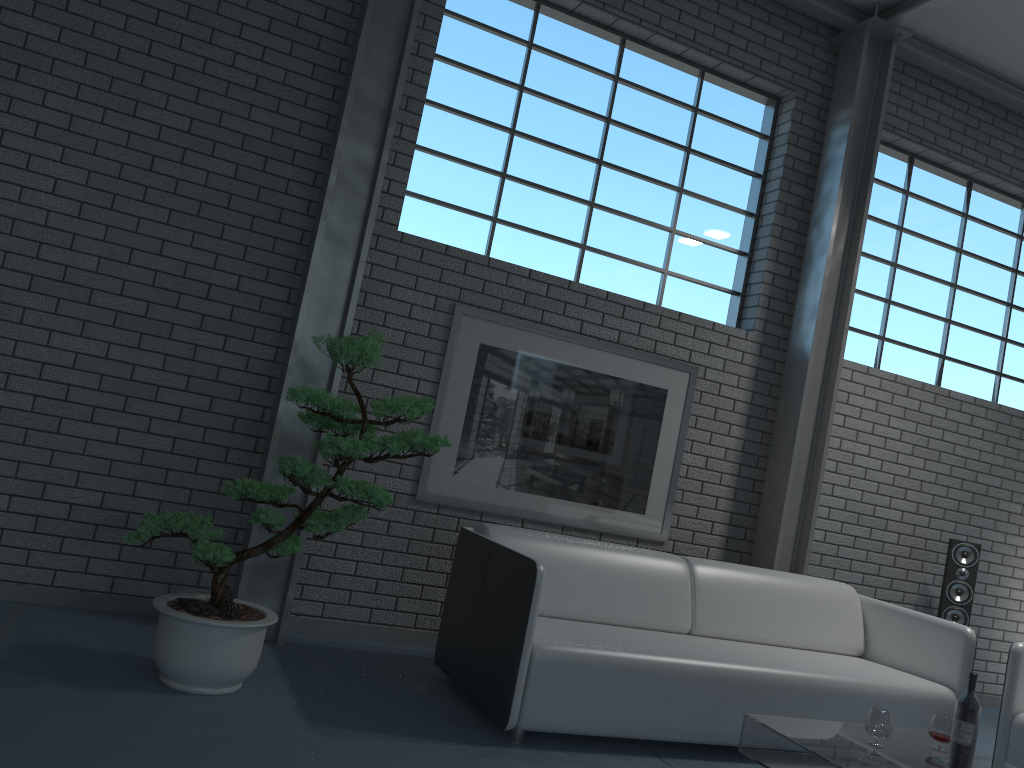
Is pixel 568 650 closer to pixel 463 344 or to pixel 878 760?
pixel 878 760

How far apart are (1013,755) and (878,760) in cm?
134

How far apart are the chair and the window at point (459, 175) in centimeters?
232cm

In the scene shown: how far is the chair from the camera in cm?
369

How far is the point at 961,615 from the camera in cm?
521

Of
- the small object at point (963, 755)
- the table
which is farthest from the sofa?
the small object at point (963, 755)

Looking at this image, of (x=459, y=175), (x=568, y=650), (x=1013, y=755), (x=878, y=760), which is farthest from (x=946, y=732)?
(x=459, y=175)

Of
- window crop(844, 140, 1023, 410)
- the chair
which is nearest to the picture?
window crop(844, 140, 1023, 410)

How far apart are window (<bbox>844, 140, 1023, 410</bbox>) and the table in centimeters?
290cm

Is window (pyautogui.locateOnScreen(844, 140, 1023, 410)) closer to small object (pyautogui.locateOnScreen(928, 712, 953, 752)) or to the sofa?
the sofa
